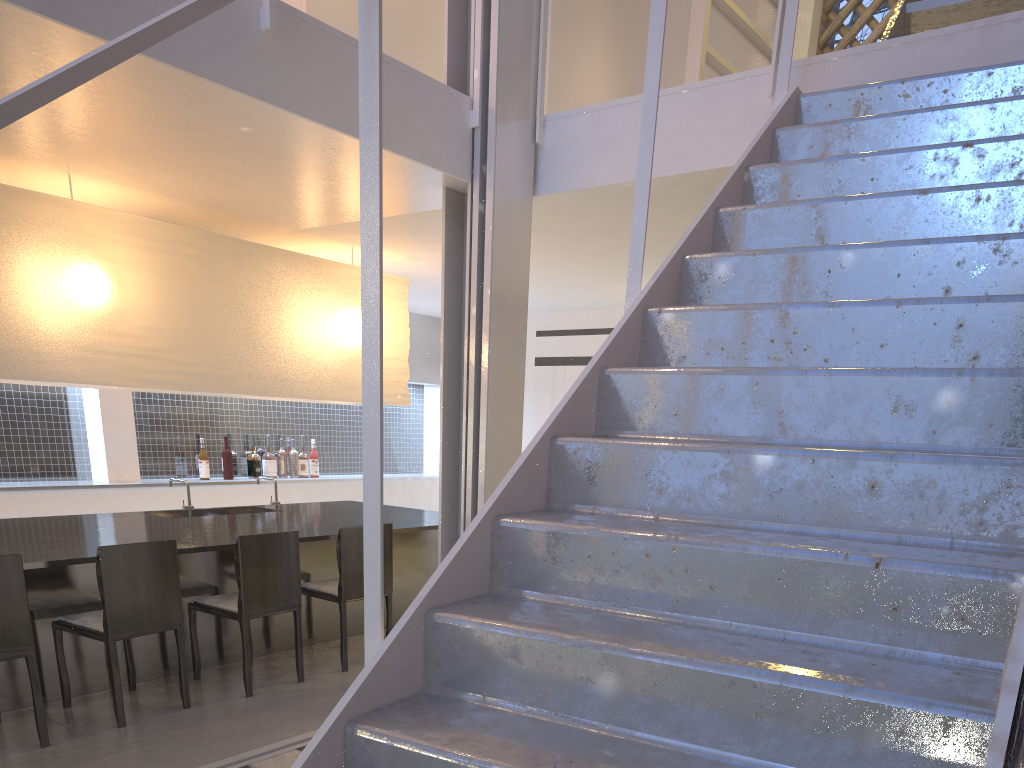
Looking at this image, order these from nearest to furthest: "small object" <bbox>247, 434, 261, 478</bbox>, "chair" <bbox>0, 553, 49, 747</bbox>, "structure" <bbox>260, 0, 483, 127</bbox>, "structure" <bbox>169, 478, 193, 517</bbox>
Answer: "chair" <bbox>0, 553, 49, 747</bbox>, "structure" <bbox>260, 0, 483, 127</bbox>, "structure" <bbox>169, 478, 193, 517</bbox>, "small object" <bbox>247, 434, 261, 478</bbox>

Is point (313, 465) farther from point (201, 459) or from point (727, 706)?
point (727, 706)

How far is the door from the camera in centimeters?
430cm

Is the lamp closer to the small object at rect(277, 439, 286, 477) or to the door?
the small object at rect(277, 439, 286, 477)

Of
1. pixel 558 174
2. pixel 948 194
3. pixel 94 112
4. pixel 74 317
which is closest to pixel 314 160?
pixel 94 112

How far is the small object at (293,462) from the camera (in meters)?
4.03

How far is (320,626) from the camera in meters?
2.6 m

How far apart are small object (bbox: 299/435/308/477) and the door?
1.2m

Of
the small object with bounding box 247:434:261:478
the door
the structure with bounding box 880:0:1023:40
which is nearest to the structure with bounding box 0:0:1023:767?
the structure with bounding box 880:0:1023:40

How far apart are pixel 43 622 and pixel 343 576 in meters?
0.7
